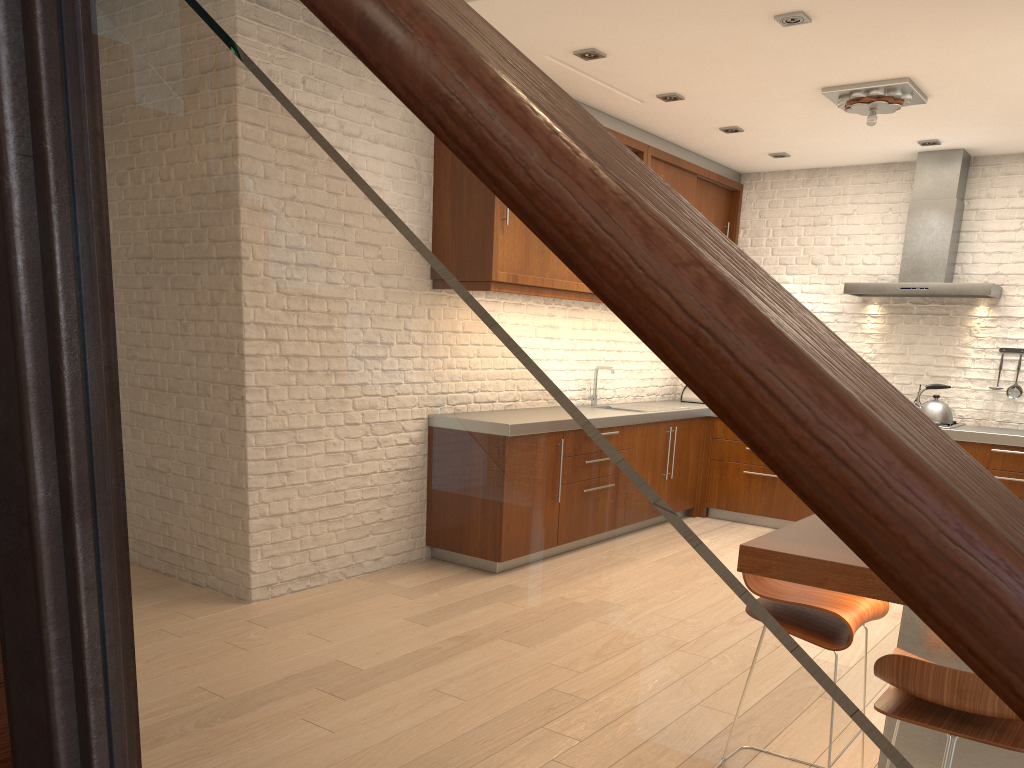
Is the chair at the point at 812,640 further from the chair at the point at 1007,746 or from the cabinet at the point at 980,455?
the cabinet at the point at 980,455

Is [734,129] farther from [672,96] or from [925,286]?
[925,286]

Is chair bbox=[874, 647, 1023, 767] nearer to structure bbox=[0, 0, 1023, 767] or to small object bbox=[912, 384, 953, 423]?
structure bbox=[0, 0, 1023, 767]

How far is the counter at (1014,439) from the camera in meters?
5.9 m

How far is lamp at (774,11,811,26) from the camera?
4.02m

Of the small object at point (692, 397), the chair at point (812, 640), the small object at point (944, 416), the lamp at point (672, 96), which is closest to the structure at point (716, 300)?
the chair at point (812, 640)

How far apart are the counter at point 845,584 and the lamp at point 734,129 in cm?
413

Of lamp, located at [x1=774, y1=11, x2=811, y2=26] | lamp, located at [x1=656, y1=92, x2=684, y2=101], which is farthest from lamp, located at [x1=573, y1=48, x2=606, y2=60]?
lamp, located at [x1=774, y1=11, x2=811, y2=26]

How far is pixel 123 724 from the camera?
0.7m

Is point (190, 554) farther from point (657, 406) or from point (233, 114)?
point (657, 406)
